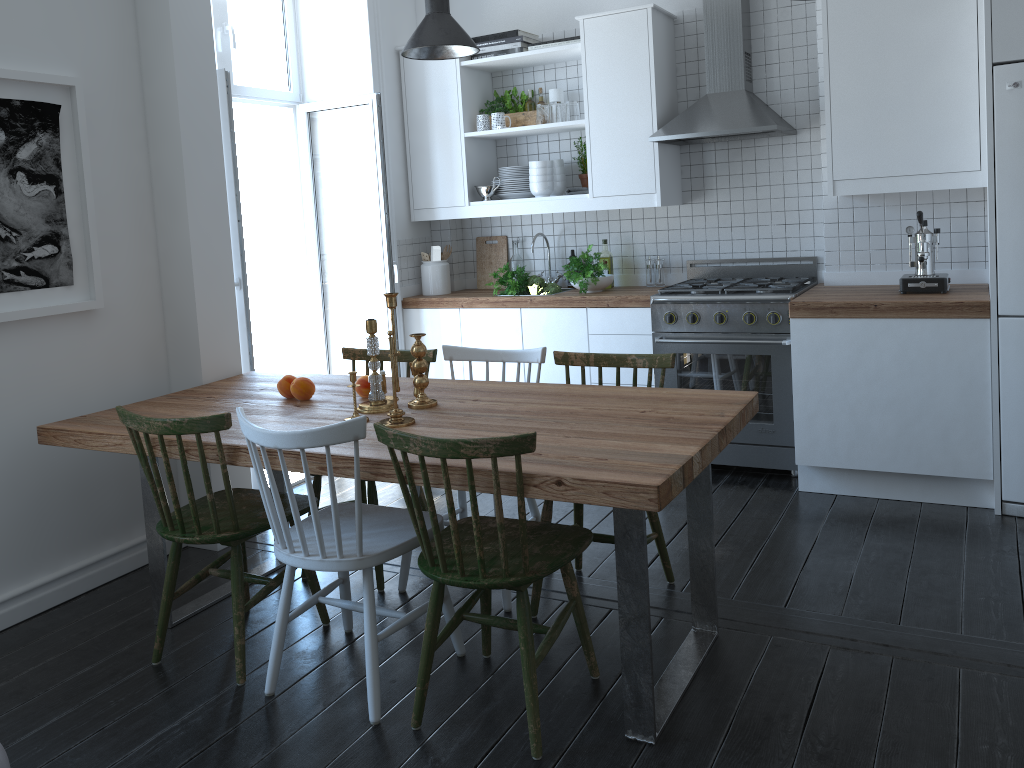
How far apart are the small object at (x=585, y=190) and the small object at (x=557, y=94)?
0.6m

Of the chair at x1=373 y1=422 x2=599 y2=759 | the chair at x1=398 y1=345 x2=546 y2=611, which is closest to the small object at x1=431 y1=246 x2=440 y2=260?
the chair at x1=398 y1=345 x2=546 y2=611

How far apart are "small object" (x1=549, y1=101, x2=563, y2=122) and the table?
2.0 meters

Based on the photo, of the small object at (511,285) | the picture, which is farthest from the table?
the small object at (511,285)

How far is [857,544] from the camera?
Answer: 3.46m

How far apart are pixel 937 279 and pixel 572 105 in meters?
2.1 m

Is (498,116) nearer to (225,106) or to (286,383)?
(225,106)

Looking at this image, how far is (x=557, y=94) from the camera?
4.94m

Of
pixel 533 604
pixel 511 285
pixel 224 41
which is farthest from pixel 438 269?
pixel 533 604

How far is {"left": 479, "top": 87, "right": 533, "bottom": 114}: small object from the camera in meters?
5.0
